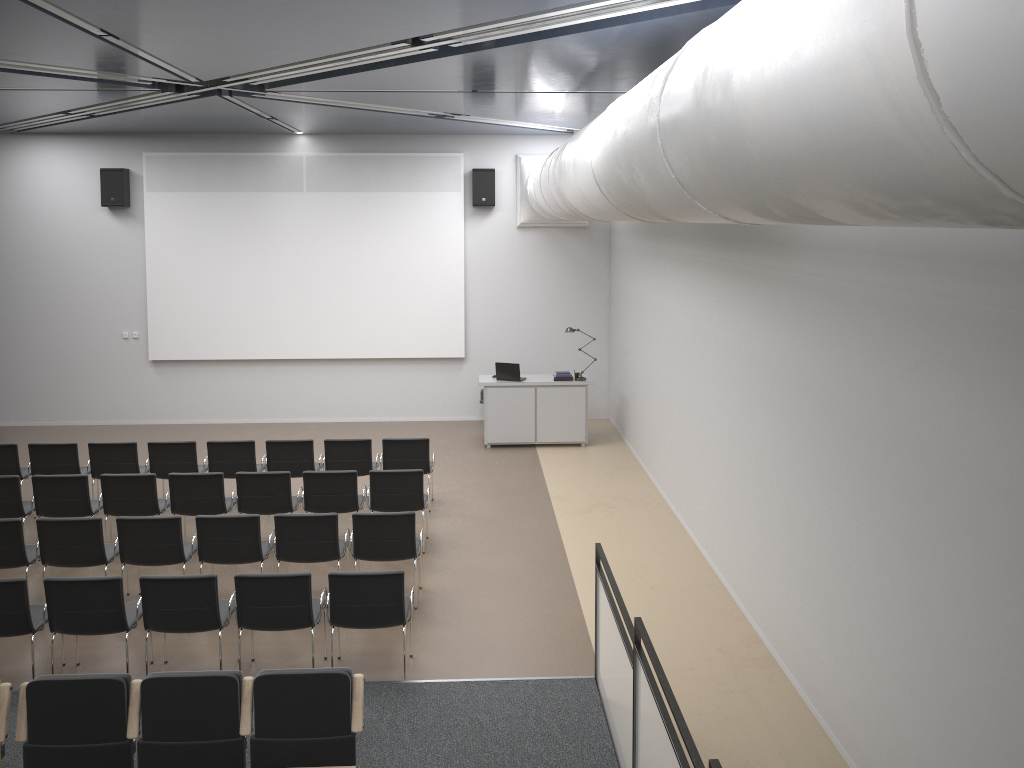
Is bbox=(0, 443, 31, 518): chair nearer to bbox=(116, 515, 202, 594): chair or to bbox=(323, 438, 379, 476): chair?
bbox=(116, 515, 202, 594): chair

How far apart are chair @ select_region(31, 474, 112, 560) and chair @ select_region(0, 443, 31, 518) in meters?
1.5 m

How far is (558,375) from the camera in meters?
13.3 m

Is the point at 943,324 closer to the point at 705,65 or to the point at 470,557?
the point at 705,65

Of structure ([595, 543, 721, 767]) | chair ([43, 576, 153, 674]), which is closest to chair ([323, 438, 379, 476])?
chair ([43, 576, 153, 674])

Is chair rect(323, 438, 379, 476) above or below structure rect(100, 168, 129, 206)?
below

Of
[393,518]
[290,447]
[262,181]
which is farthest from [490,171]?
[393,518]

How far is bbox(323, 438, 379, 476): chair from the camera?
10.4 meters

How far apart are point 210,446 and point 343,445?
1.5 meters

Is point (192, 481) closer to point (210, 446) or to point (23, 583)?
point (210, 446)
